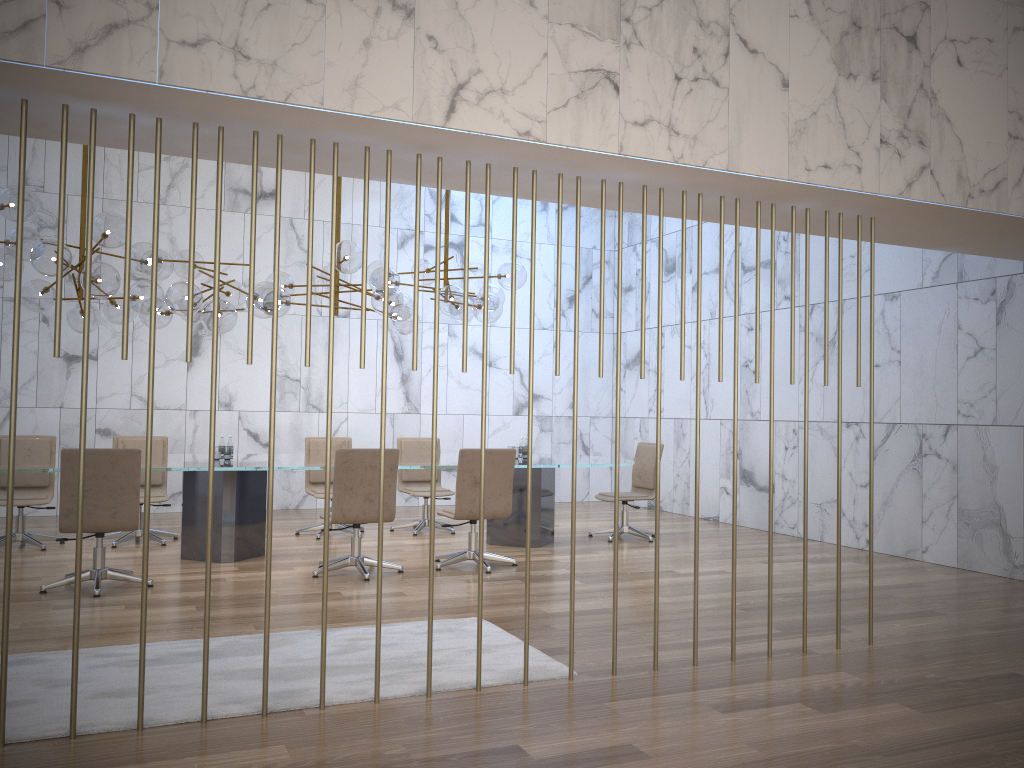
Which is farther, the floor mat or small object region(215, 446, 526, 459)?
small object region(215, 446, 526, 459)

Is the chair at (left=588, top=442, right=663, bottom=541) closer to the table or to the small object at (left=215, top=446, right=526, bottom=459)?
the table

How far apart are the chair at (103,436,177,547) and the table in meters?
0.6

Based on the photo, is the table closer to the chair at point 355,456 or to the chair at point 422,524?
the chair at point 355,456

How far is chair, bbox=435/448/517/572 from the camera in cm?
712

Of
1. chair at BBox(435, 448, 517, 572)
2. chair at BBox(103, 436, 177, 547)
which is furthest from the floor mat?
chair at BBox(103, 436, 177, 547)

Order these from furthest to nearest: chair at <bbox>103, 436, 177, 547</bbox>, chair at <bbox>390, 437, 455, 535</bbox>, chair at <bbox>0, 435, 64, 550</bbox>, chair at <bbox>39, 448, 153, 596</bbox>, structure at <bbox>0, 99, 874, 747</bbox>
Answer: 1. chair at <bbox>390, 437, 455, 535</bbox>
2. chair at <bbox>103, 436, 177, 547</bbox>
3. chair at <bbox>0, 435, 64, 550</bbox>
4. chair at <bbox>39, 448, 153, 596</bbox>
5. structure at <bbox>0, 99, 874, 747</bbox>

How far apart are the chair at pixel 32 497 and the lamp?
1.3 meters

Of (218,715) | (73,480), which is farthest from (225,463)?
(218,715)

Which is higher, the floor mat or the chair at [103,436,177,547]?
the chair at [103,436,177,547]
